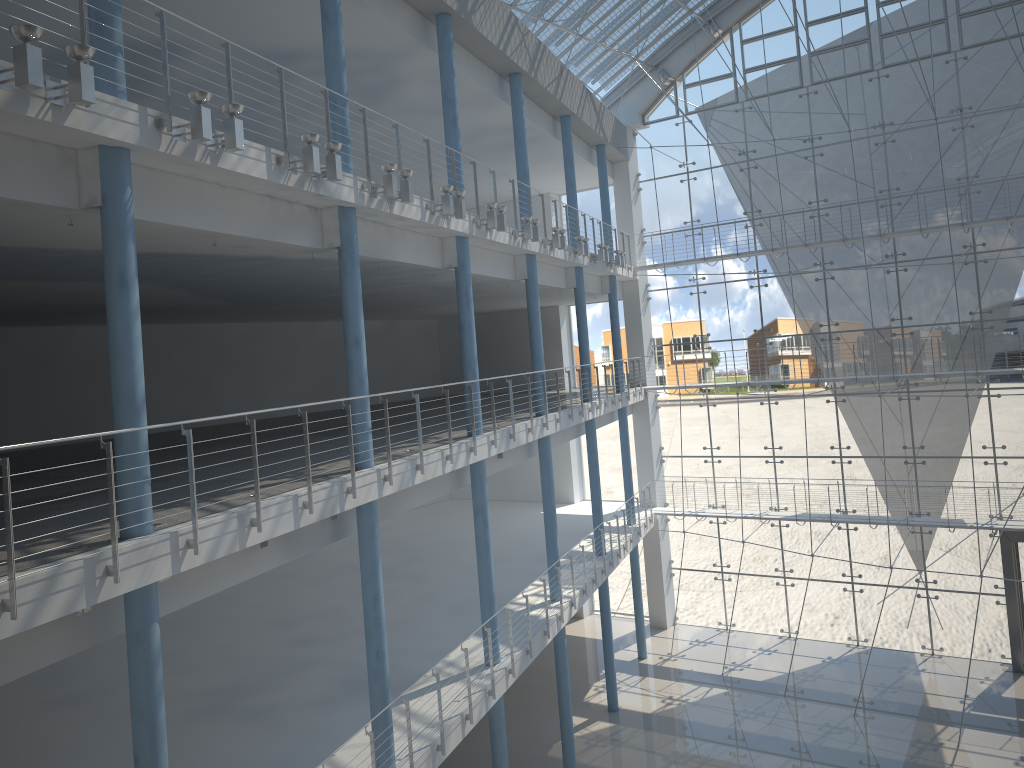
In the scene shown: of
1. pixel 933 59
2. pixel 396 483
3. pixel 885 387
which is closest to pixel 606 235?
pixel 885 387

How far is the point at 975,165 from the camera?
3.13m

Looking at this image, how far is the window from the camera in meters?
3.1 m

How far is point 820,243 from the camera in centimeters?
326cm

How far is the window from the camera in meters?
3.1 m
